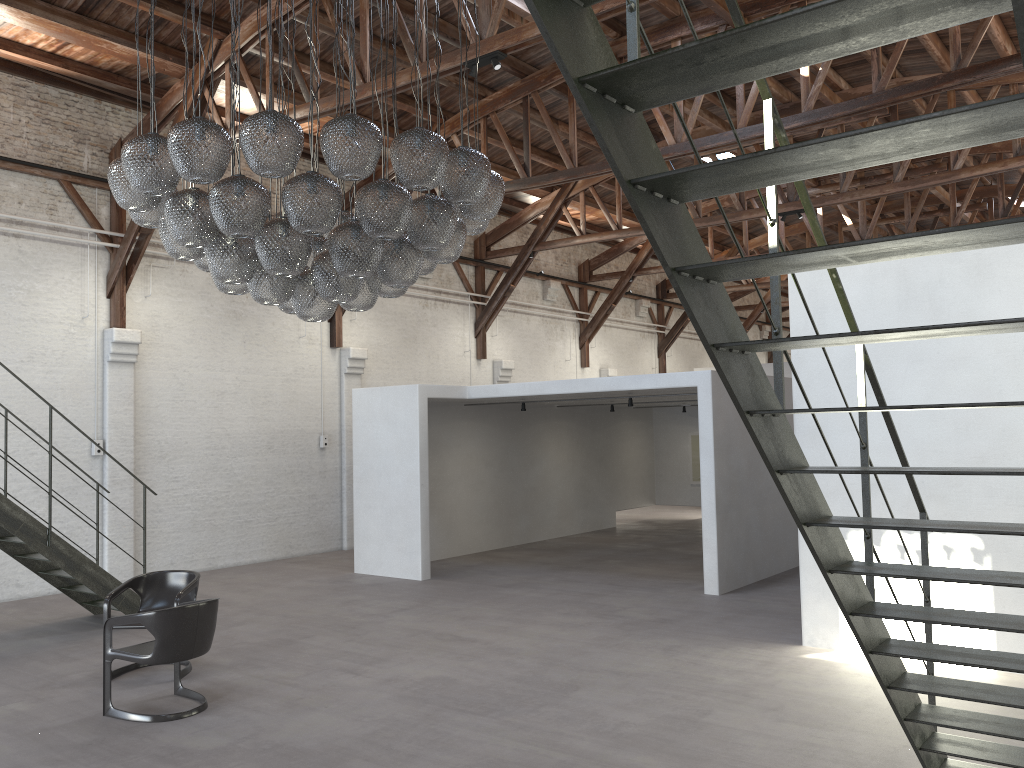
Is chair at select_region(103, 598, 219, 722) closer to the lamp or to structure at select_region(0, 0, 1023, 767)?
the lamp

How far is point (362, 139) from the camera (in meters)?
5.01

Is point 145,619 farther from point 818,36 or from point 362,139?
point 818,36

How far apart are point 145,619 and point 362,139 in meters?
3.4 m

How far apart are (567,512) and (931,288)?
9.6 meters

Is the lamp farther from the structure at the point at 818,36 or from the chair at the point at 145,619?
the structure at the point at 818,36

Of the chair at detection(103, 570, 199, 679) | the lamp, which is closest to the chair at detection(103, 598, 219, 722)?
the chair at detection(103, 570, 199, 679)

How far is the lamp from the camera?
5.0m

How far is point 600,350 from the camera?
21.05m

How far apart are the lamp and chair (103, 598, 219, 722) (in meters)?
2.04
